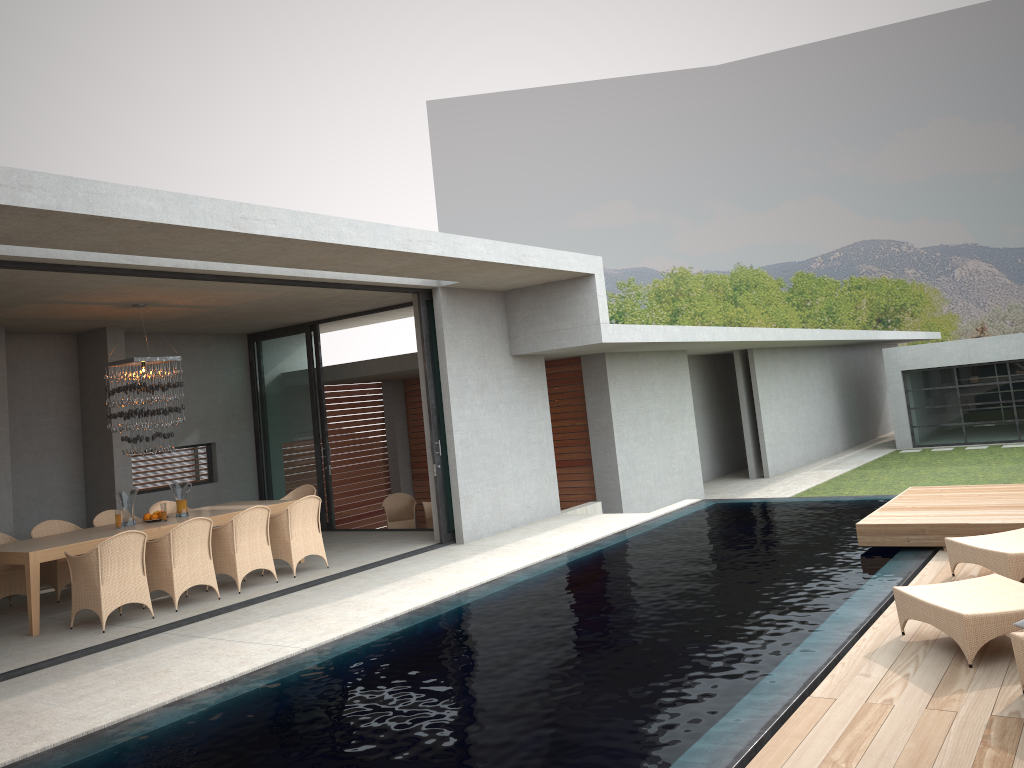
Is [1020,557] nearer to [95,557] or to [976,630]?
[976,630]

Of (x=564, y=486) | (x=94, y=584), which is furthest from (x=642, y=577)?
(x=564, y=486)

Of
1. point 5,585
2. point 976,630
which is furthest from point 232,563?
point 976,630

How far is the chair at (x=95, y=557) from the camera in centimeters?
819cm

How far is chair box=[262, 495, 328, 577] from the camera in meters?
10.0

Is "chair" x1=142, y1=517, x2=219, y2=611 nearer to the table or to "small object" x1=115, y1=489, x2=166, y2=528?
the table

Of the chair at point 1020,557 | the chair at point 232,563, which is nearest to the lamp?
the chair at point 232,563

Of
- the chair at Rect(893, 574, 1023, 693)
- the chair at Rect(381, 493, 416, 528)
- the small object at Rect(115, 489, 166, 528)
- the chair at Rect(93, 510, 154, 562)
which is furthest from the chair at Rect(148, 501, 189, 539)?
the chair at Rect(893, 574, 1023, 693)

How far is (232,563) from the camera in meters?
9.4

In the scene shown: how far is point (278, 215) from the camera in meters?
7.3
